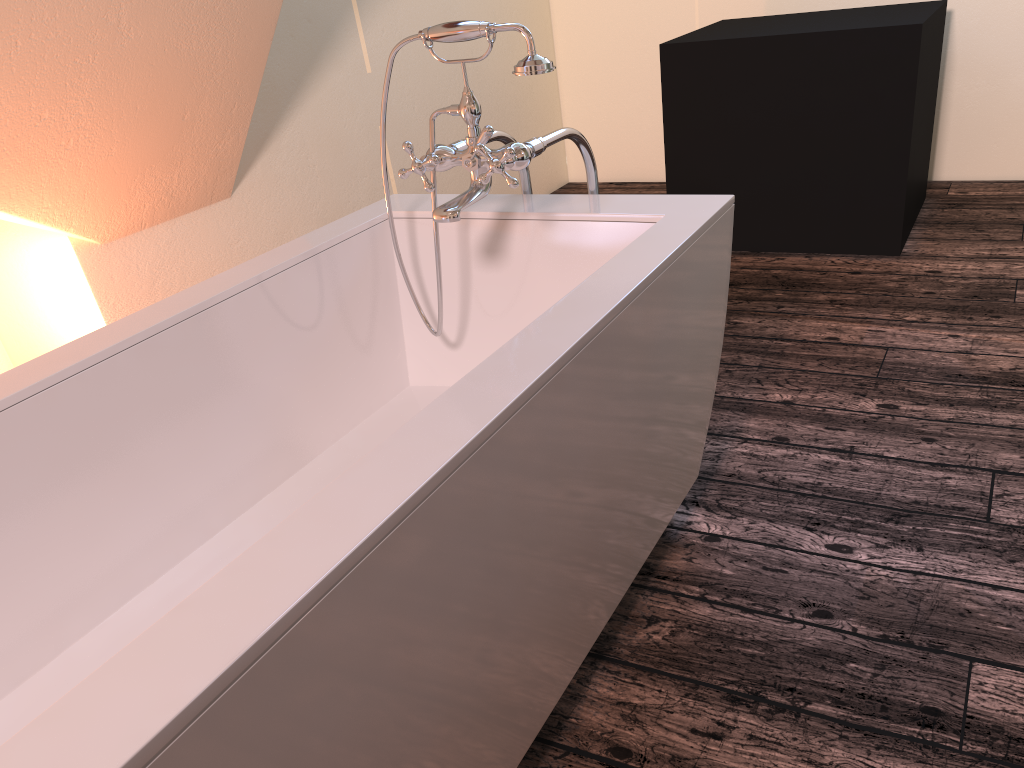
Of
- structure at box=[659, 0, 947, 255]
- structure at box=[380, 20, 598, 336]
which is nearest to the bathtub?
structure at box=[380, 20, 598, 336]

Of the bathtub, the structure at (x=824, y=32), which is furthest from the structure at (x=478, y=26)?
the structure at (x=824, y=32)

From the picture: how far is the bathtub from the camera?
0.7m

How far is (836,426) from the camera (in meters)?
2.18

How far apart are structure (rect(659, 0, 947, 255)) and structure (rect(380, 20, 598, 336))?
1.6 meters

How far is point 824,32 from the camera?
3.01m

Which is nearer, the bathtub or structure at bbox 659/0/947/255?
the bathtub

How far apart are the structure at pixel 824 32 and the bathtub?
1.7m

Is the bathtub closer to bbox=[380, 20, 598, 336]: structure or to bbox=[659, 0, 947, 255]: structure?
bbox=[380, 20, 598, 336]: structure

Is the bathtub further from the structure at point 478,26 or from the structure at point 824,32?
the structure at point 824,32
